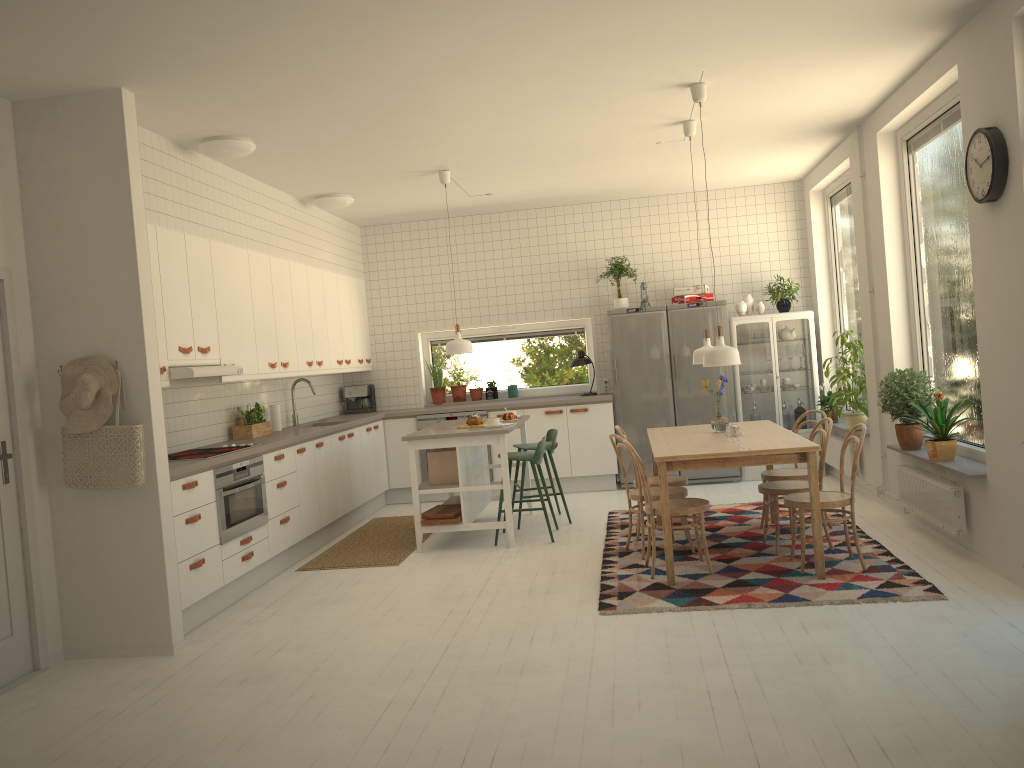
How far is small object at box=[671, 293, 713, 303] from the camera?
8.6 meters

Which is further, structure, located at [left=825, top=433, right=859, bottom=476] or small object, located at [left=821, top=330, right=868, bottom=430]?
structure, located at [left=825, top=433, right=859, bottom=476]

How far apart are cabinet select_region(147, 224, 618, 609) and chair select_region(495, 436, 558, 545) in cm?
156

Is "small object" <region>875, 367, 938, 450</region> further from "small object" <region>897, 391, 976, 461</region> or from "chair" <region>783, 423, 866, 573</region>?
"chair" <region>783, 423, 866, 573</region>

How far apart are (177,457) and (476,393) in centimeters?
426cm

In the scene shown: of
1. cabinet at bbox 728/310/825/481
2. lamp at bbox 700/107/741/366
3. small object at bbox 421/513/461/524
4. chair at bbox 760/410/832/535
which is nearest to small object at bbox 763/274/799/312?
cabinet at bbox 728/310/825/481

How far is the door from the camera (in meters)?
4.31

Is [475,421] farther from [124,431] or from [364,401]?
[124,431]

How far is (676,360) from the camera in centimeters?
852cm

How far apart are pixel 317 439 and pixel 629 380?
3.16m
